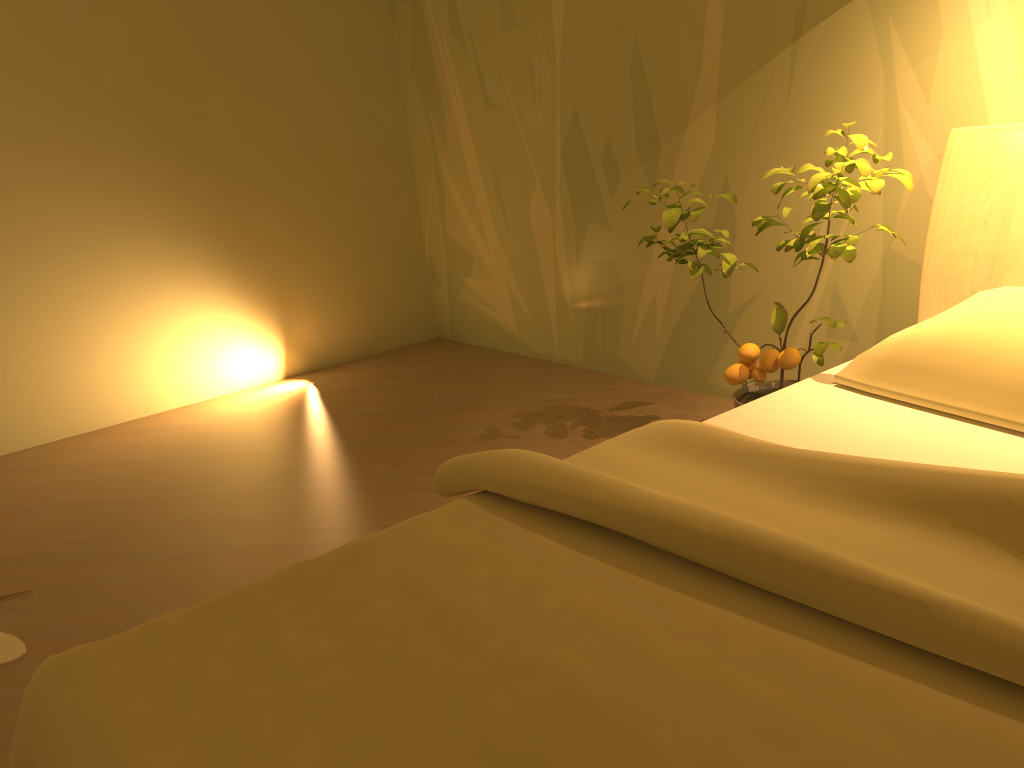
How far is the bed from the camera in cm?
91

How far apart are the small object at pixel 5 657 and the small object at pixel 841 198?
1.9 meters

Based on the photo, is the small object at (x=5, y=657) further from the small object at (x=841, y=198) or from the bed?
the small object at (x=841, y=198)

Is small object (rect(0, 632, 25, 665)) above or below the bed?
below

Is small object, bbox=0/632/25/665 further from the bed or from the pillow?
the pillow

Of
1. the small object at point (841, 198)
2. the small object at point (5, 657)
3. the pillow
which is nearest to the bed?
the pillow

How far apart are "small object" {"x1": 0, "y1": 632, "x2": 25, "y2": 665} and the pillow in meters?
2.0 m

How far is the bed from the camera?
0.9 meters

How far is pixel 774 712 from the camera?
0.9 meters

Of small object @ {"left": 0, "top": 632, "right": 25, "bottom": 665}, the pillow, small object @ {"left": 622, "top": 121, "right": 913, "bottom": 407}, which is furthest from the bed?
small object @ {"left": 0, "top": 632, "right": 25, "bottom": 665}
